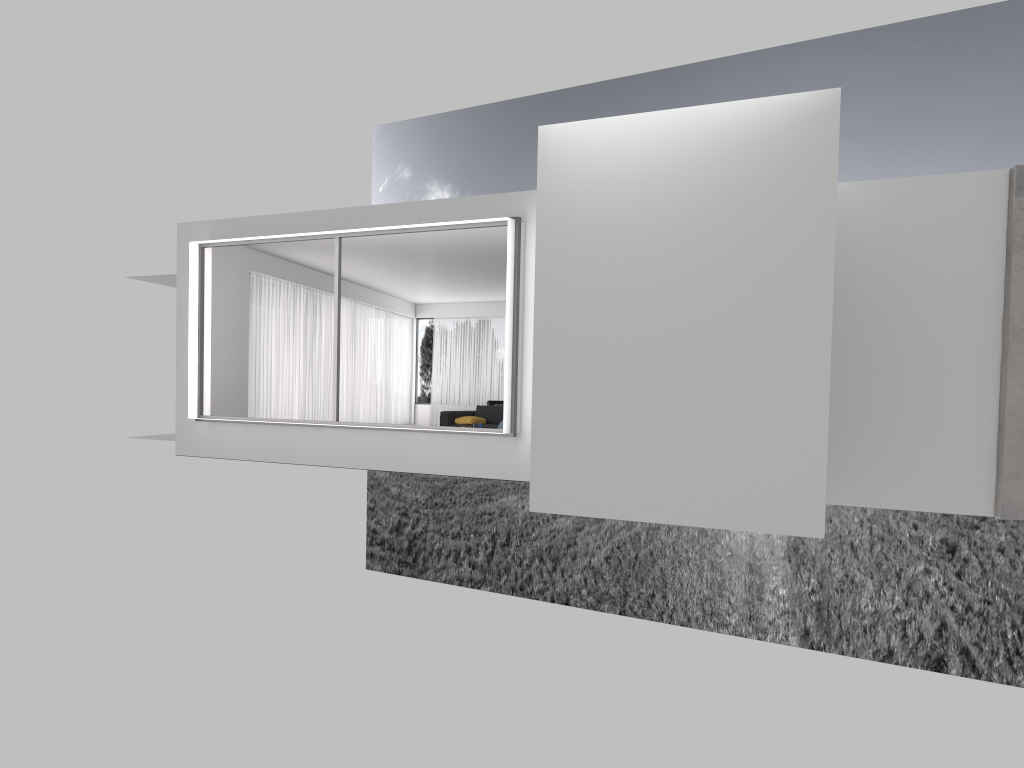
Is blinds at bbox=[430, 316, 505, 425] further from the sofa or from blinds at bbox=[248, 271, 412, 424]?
the sofa

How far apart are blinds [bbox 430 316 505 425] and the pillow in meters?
7.0

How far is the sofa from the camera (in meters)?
15.30

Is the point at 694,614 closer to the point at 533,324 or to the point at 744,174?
the point at 533,324

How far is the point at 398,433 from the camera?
10.7 meters

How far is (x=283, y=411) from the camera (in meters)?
16.12

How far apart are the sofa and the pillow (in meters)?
0.14

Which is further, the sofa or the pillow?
the sofa

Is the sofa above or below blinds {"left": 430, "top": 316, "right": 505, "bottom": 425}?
below

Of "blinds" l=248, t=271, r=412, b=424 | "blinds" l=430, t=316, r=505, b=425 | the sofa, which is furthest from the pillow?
"blinds" l=430, t=316, r=505, b=425
